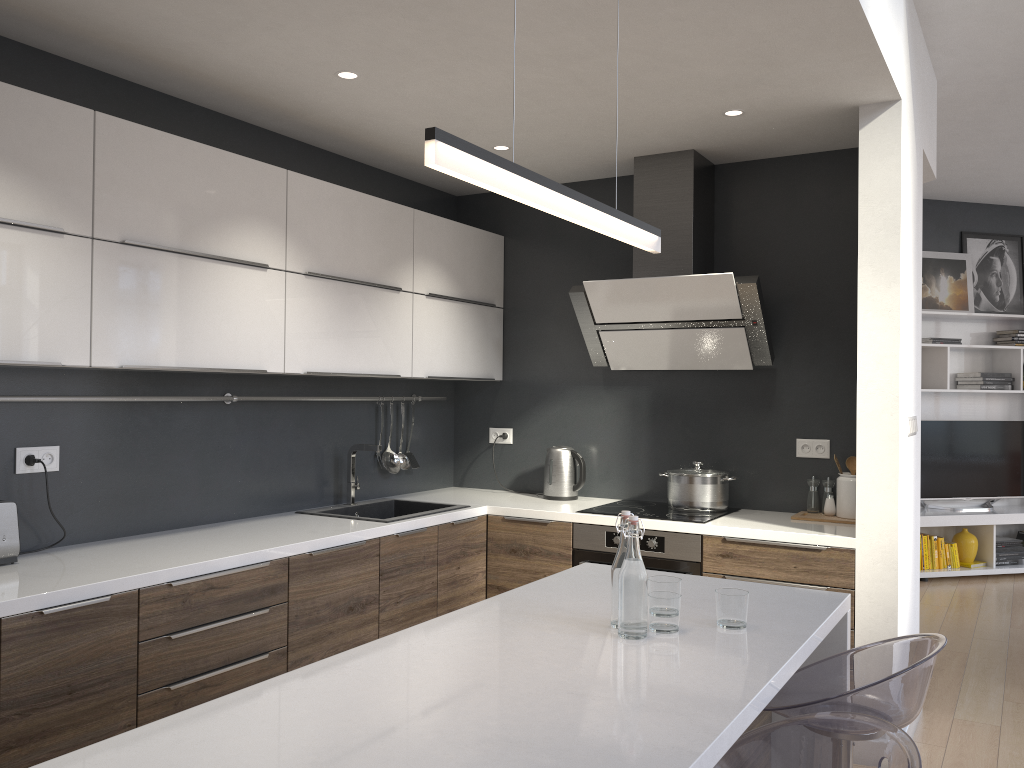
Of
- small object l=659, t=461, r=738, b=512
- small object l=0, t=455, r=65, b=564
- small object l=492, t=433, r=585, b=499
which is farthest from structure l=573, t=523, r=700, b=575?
small object l=0, t=455, r=65, b=564

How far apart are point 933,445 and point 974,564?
1.0 meters

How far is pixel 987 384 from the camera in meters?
7.0 m

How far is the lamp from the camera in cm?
144

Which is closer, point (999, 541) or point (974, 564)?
point (974, 564)

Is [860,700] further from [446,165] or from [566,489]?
[566,489]

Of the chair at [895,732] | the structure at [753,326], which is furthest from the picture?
the chair at [895,732]

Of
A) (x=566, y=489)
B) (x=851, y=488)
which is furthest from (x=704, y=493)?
(x=566, y=489)

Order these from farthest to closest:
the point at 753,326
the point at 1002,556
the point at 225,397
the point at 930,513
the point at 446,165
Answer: the point at 1002,556 → the point at 930,513 → the point at 753,326 → the point at 225,397 → the point at 446,165

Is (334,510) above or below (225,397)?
below
